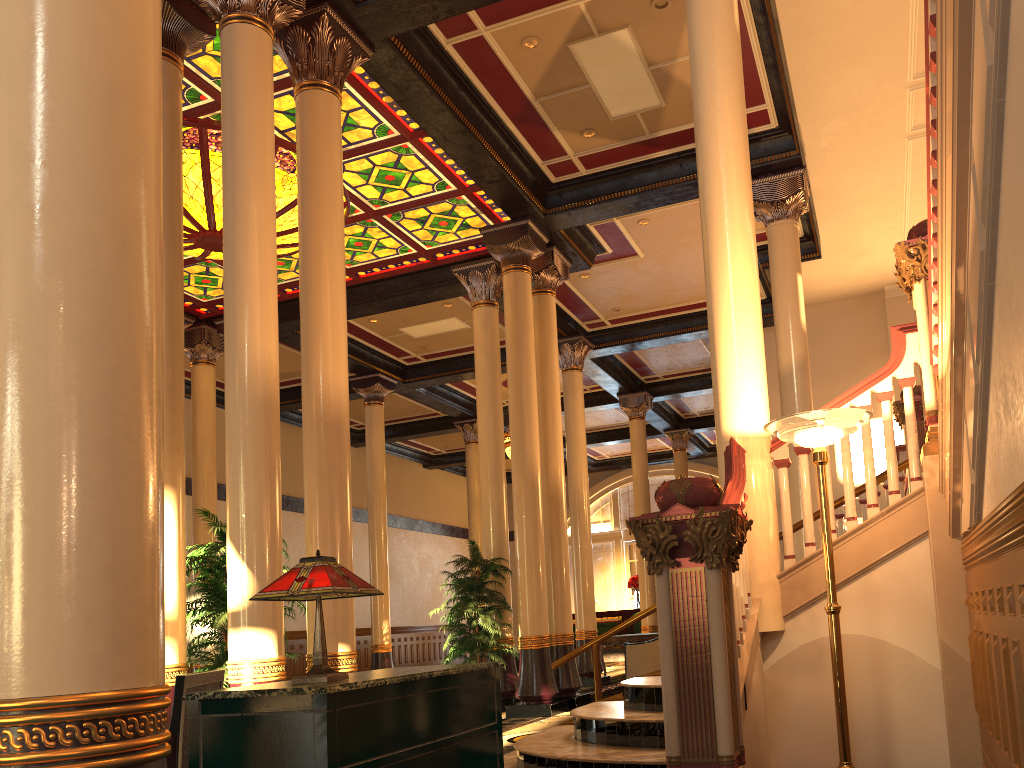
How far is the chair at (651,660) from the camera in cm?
1274

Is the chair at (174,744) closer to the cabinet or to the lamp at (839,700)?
the cabinet

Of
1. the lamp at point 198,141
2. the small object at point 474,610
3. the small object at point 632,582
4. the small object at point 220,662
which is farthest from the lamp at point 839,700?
the small object at point 632,582

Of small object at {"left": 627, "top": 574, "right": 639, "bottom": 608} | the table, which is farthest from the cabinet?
small object at {"left": 627, "top": 574, "right": 639, "bottom": 608}

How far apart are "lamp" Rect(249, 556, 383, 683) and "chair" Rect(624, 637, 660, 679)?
10.50m

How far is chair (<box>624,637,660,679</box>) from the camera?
12.74m

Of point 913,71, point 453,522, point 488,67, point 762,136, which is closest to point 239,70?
point 488,67

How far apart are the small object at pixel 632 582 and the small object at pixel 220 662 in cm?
1801

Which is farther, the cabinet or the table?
the table

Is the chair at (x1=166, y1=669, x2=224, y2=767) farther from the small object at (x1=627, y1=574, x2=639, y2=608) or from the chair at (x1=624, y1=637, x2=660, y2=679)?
the small object at (x1=627, y1=574, x2=639, y2=608)
